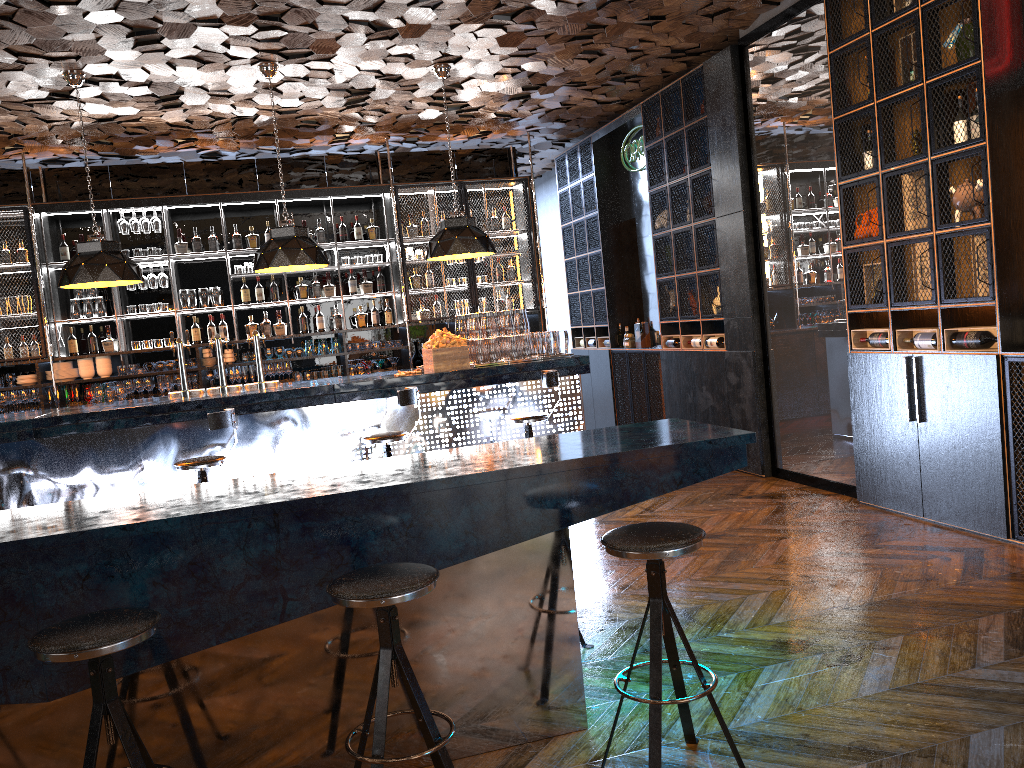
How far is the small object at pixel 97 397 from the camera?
8.8m

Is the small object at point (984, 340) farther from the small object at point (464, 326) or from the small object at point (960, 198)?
the small object at point (464, 326)

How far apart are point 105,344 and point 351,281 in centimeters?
257cm

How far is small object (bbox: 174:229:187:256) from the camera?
9.15m

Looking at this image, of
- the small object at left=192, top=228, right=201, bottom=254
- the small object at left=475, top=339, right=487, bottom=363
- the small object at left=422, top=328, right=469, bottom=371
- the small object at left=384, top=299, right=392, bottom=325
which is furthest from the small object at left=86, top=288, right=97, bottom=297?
the small object at left=475, top=339, right=487, bottom=363

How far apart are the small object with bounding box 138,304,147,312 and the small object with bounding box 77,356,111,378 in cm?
61

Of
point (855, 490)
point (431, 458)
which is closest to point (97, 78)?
point (431, 458)

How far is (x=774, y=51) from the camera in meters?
6.7 m

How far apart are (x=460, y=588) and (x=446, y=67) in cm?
537

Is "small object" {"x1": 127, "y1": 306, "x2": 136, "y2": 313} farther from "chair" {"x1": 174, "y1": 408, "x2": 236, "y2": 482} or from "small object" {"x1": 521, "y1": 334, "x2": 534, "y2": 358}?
"small object" {"x1": 521, "y1": 334, "x2": 534, "y2": 358}
